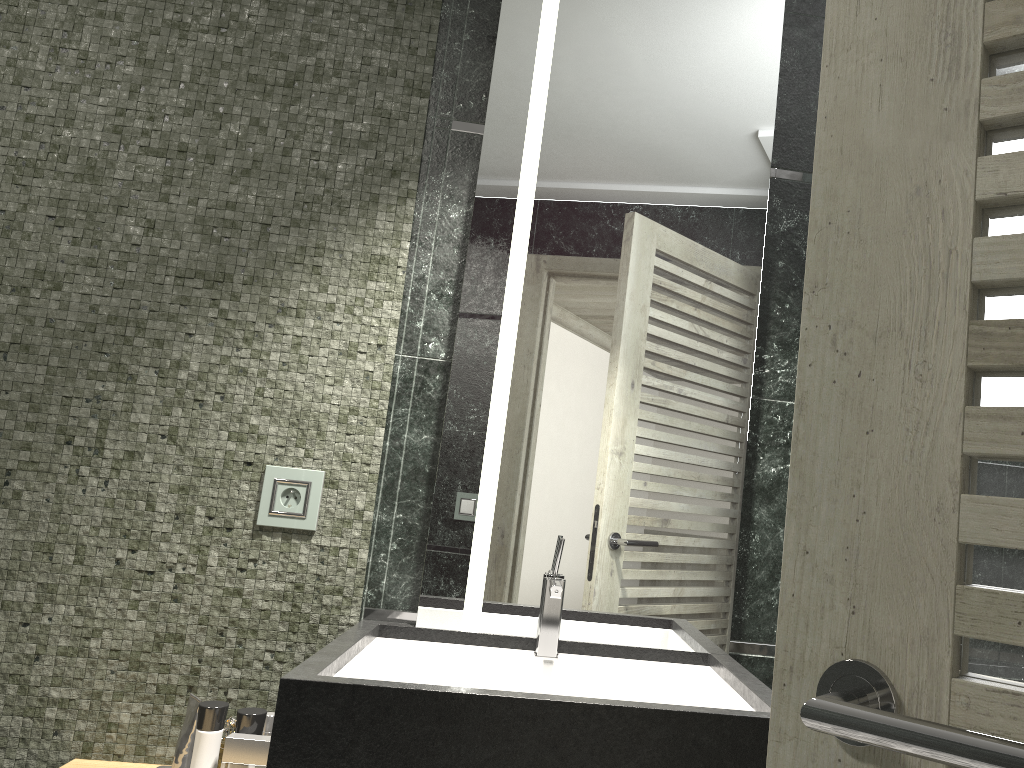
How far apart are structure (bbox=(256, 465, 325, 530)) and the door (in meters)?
1.43

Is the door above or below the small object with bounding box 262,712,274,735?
above

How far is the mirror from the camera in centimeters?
190cm

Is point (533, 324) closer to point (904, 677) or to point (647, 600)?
point (647, 600)

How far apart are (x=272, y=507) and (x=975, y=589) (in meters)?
1.61

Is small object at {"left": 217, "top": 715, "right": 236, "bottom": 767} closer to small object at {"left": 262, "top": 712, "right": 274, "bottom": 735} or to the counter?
the counter

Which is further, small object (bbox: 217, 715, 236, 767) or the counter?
small object (bbox: 217, 715, 236, 767)

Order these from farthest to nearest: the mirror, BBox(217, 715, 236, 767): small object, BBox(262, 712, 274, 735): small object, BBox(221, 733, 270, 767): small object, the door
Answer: BBox(217, 715, 236, 767): small object, the mirror, BBox(262, 712, 274, 735): small object, BBox(221, 733, 270, 767): small object, the door

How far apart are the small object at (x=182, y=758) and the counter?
0.19m

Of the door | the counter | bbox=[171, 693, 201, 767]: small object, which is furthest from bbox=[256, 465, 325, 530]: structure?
the door
